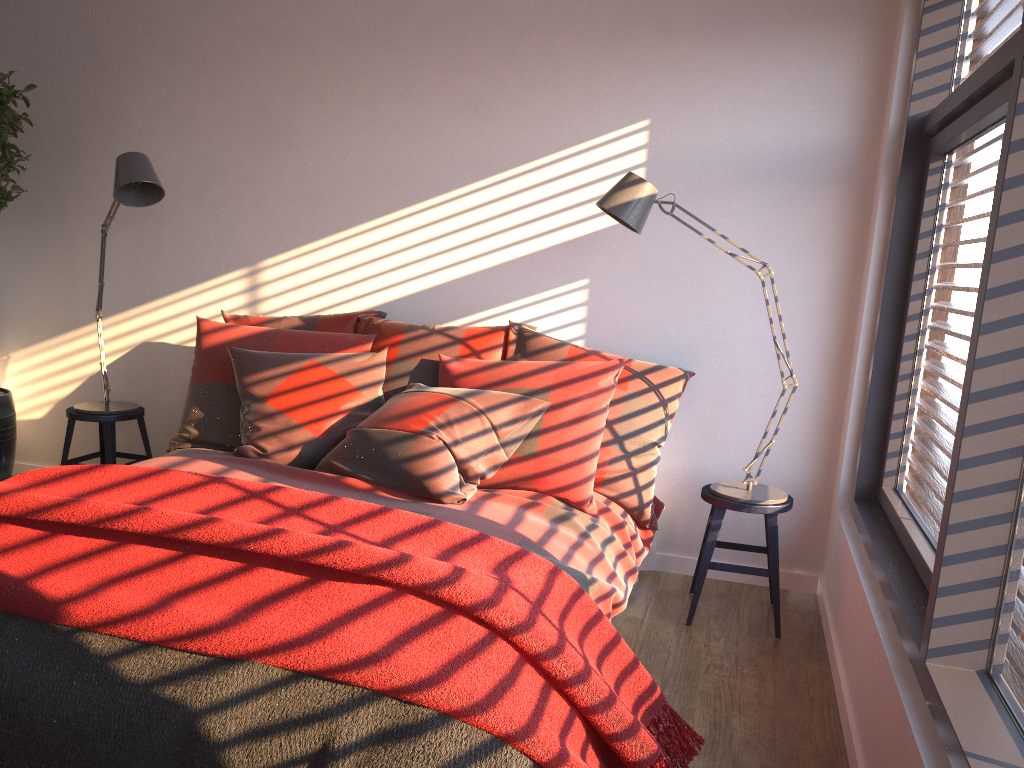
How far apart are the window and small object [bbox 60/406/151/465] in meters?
3.1 m

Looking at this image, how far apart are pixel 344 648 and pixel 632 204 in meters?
1.9

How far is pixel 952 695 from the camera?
1.8m

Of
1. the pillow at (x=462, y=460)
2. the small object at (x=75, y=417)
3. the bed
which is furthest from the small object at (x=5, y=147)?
the bed

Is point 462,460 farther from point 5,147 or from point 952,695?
point 5,147

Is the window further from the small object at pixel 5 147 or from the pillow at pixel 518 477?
the small object at pixel 5 147

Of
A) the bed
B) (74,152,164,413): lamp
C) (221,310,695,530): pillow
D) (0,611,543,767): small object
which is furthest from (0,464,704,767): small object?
(74,152,164,413): lamp

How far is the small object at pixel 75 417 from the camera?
4.0 meters

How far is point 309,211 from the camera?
4.0 meters

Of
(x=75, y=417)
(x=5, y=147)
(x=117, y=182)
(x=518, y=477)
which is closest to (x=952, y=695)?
(x=518, y=477)
